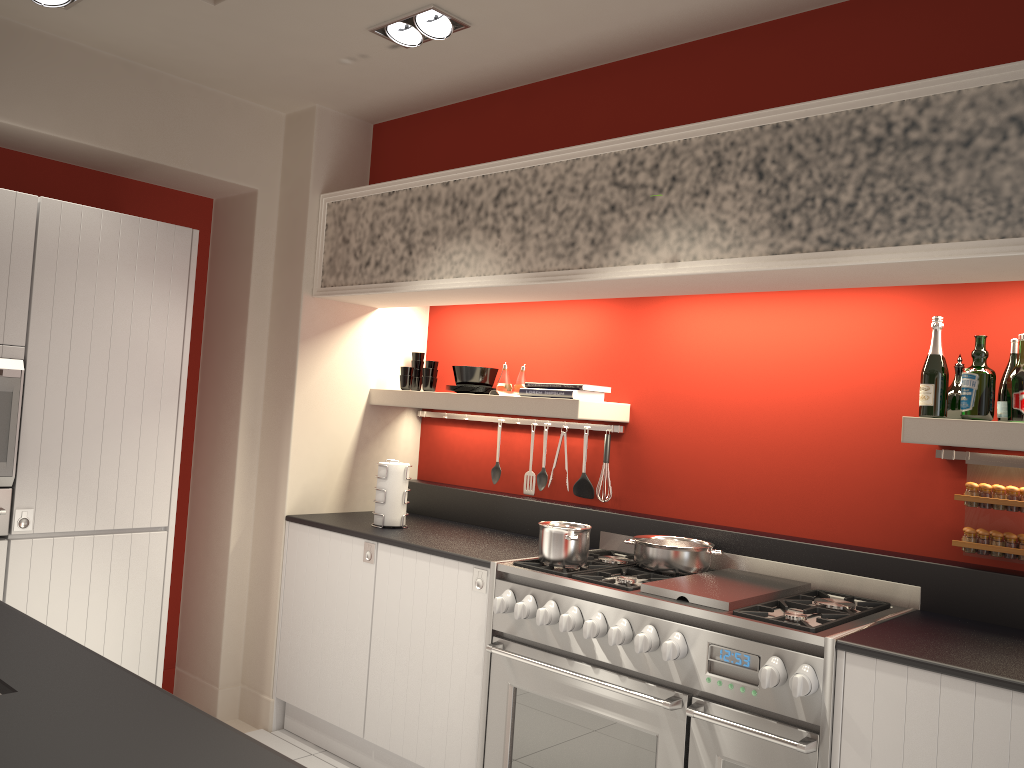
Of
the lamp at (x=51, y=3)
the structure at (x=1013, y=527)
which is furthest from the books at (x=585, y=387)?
the lamp at (x=51, y=3)

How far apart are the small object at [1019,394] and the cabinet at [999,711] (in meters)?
0.91

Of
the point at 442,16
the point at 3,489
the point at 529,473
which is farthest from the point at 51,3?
the point at 529,473

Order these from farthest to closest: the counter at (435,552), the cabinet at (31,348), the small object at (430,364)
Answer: the small object at (430,364), the counter at (435,552), the cabinet at (31,348)

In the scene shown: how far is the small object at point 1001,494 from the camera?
2.8m

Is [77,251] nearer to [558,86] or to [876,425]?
[558,86]

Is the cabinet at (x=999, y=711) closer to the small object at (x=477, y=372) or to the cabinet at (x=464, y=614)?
the cabinet at (x=464, y=614)

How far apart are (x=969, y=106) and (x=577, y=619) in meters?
1.9 m

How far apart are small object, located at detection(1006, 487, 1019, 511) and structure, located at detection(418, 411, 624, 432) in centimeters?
158cm

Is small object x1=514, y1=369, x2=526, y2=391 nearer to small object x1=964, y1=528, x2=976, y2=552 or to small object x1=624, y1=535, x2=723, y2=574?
small object x1=624, y1=535, x2=723, y2=574
